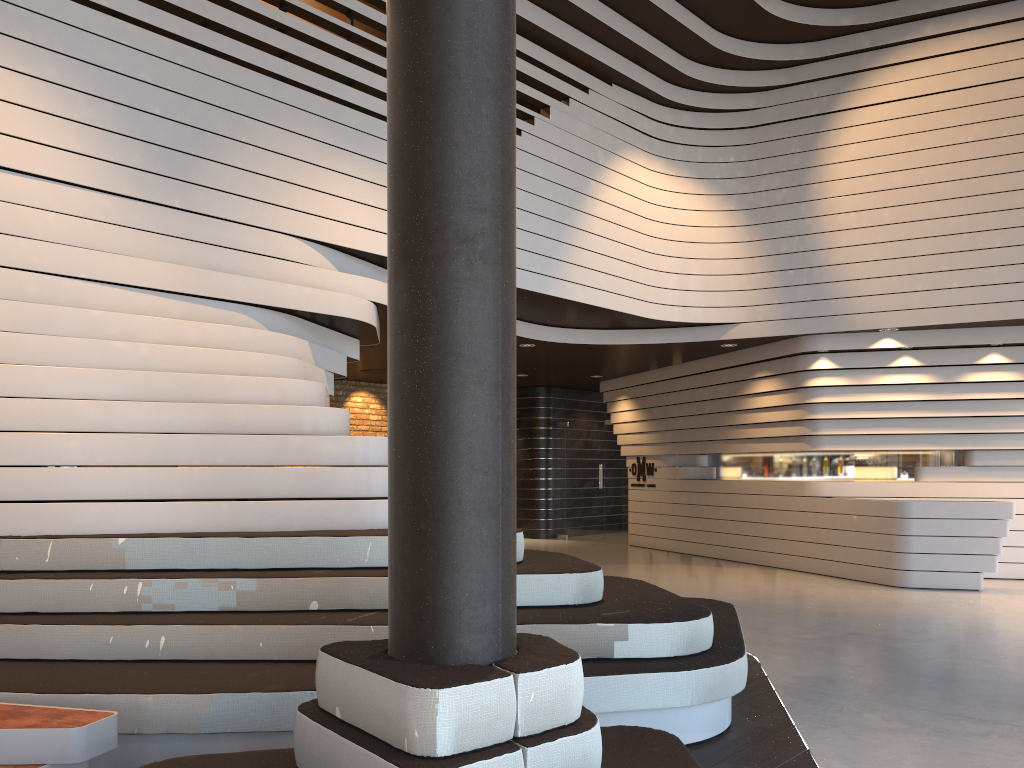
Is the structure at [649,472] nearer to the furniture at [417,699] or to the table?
the furniture at [417,699]

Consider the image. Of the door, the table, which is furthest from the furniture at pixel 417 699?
the door

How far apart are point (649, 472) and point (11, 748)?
11.36m

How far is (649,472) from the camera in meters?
13.6

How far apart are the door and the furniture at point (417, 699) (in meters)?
11.75

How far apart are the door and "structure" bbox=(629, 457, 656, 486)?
0.66m

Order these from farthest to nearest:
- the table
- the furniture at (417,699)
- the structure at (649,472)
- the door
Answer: the door < the structure at (649,472) < the table < the furniture at (417,699)

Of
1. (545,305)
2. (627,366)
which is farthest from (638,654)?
(627,366)

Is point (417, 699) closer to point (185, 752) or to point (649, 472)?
point (185, 752)

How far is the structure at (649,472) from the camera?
13.6m
